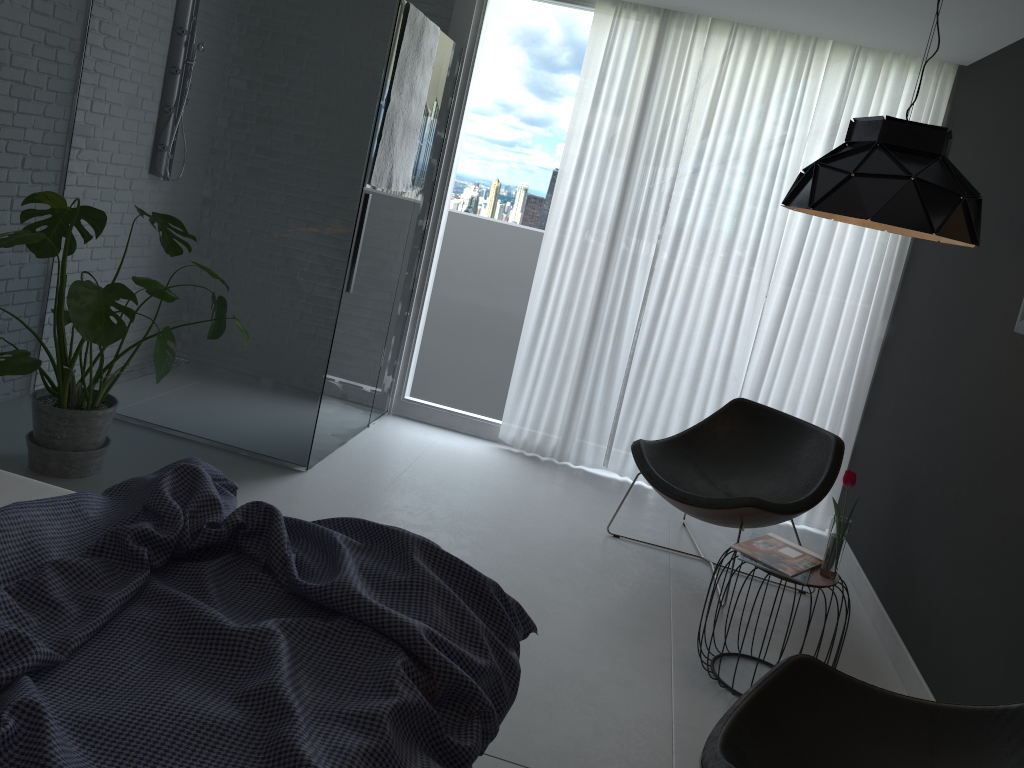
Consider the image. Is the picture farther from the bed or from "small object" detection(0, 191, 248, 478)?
"small object" detection(0, 191, 248, 478)

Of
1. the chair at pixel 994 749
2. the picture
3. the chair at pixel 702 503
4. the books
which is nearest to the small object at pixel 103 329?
the chair at pixel 702 503

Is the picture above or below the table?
above

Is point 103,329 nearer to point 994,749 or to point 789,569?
point 789,569

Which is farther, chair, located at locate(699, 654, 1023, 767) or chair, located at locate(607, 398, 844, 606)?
chair, located at locate(607, 398, 844, 606)

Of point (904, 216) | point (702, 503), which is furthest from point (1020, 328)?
point (702, 503)

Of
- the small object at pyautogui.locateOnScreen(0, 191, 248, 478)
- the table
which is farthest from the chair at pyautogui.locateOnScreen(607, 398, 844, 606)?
the small object at pyautogui.locateOnScreen(0, 191, 248, 478)

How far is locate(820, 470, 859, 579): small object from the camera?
2.87m

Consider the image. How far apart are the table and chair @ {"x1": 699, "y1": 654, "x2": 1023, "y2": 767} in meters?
0.6 m

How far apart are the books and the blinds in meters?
1.6
